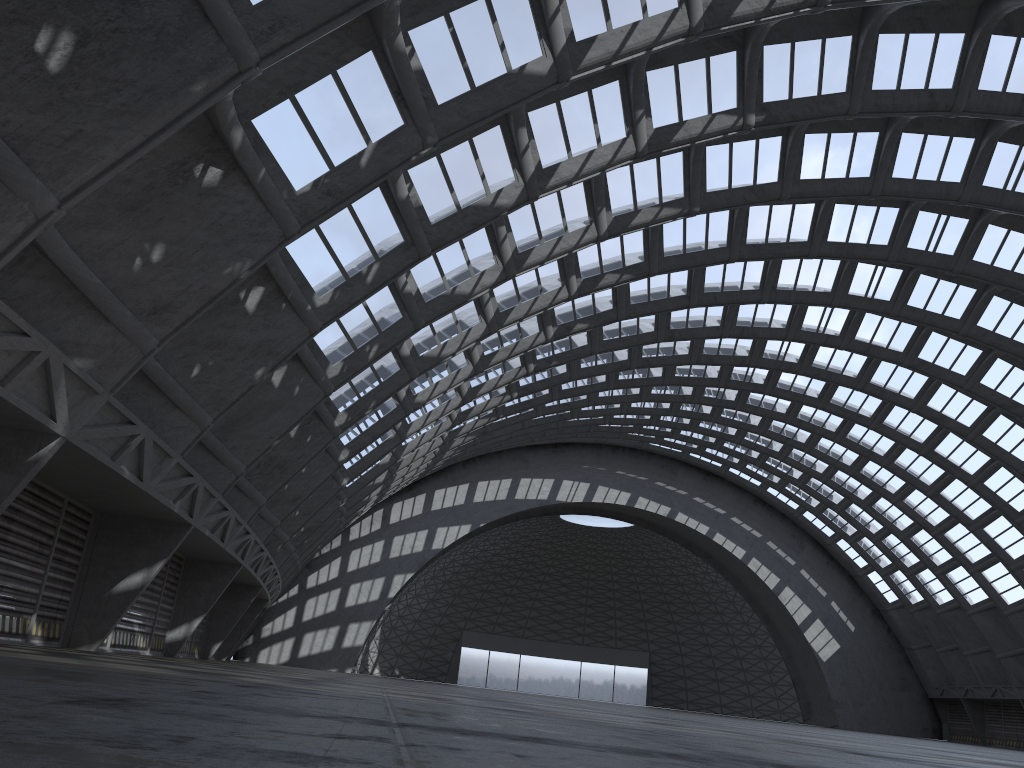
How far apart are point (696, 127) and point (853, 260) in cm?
1205
